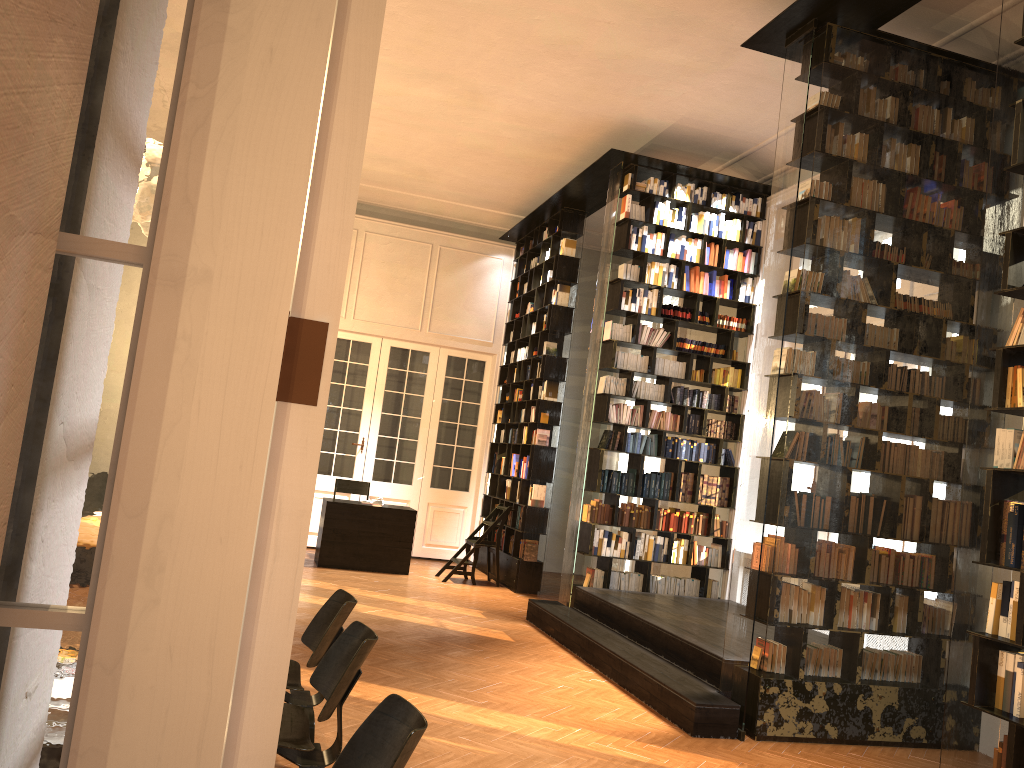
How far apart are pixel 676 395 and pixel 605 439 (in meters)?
0.95

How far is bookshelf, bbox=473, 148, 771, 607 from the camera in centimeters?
940cm

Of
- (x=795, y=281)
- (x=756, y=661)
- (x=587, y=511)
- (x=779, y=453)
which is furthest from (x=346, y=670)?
(x=587, y=511)

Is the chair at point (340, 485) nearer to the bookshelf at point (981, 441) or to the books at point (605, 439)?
the books at point (605, 439)

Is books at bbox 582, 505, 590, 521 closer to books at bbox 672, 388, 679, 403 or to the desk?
books at bbox 672, 388, 679, 403

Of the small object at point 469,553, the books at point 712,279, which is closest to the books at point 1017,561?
the books at point 712,279

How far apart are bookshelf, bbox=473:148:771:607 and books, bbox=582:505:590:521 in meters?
0.1 m

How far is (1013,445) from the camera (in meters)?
4.17

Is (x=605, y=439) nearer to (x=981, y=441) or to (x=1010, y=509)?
(x=981, y=441)

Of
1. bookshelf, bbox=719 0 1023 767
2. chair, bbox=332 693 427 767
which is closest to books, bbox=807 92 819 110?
bookshelf, bbox=719 0 1023 767
